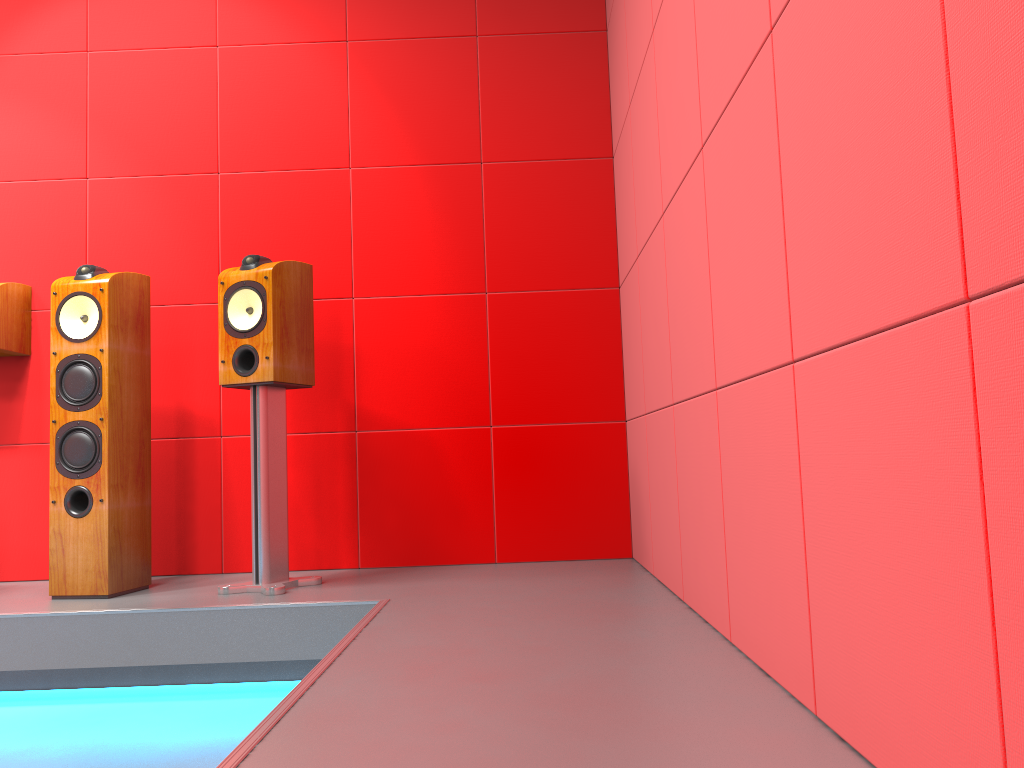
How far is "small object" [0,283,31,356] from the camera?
3.15m

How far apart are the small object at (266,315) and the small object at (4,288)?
0.9m

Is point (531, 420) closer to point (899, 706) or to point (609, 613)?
point (609, 613)

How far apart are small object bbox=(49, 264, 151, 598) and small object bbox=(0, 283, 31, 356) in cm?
48

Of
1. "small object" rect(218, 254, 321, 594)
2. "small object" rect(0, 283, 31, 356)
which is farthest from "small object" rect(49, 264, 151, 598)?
"small object" rect(0, 283, 31, 356)

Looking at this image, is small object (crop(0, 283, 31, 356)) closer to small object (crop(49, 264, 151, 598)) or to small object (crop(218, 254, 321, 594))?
small object (crop(49, 264, 151, 598))

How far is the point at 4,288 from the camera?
3.2m

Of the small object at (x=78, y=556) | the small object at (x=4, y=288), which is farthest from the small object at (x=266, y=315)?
the small object at (x=4, y=288)

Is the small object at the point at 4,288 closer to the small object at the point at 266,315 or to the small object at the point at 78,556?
the small object at the point at 78,556

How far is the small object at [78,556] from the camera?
2.7m
